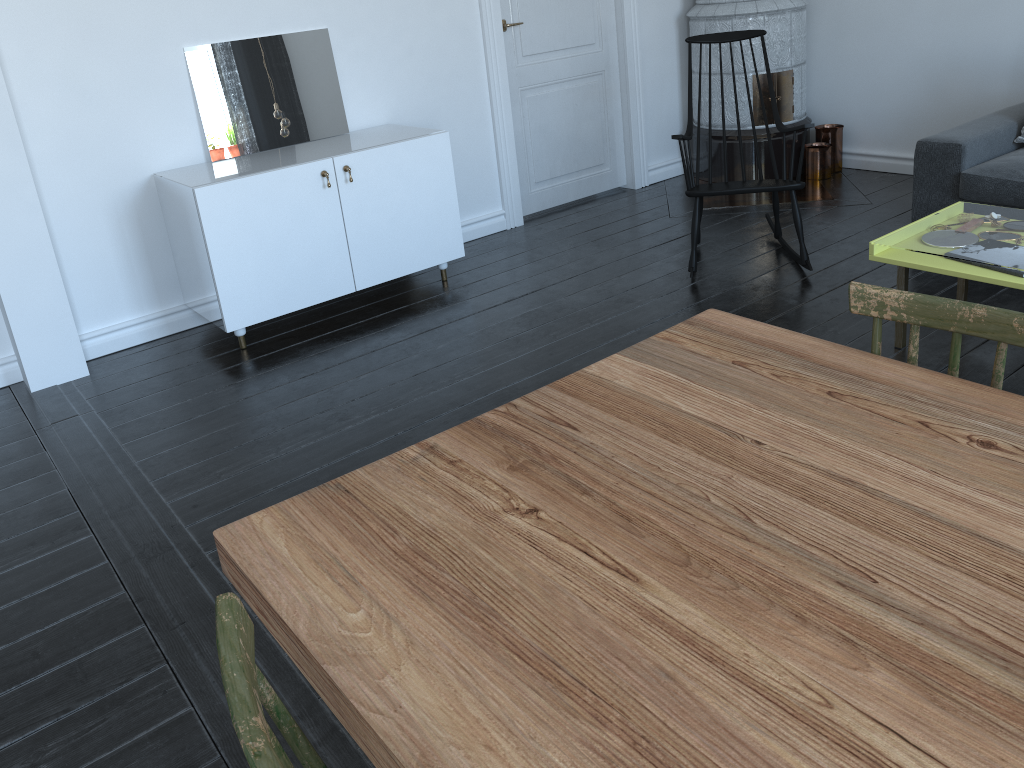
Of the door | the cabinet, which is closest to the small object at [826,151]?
the door

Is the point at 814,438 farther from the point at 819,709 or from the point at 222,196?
the point at 222,196

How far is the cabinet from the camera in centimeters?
353cm

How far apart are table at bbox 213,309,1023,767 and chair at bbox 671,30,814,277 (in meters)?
2.25

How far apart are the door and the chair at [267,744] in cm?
419

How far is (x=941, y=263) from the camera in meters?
2.8

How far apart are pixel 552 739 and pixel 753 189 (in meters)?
3.31

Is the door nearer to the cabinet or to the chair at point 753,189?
the cabinet

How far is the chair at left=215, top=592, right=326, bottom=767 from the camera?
0.8 meters

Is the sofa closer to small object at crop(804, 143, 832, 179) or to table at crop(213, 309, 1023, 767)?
small object at crop(804, 143, 832, 179)
